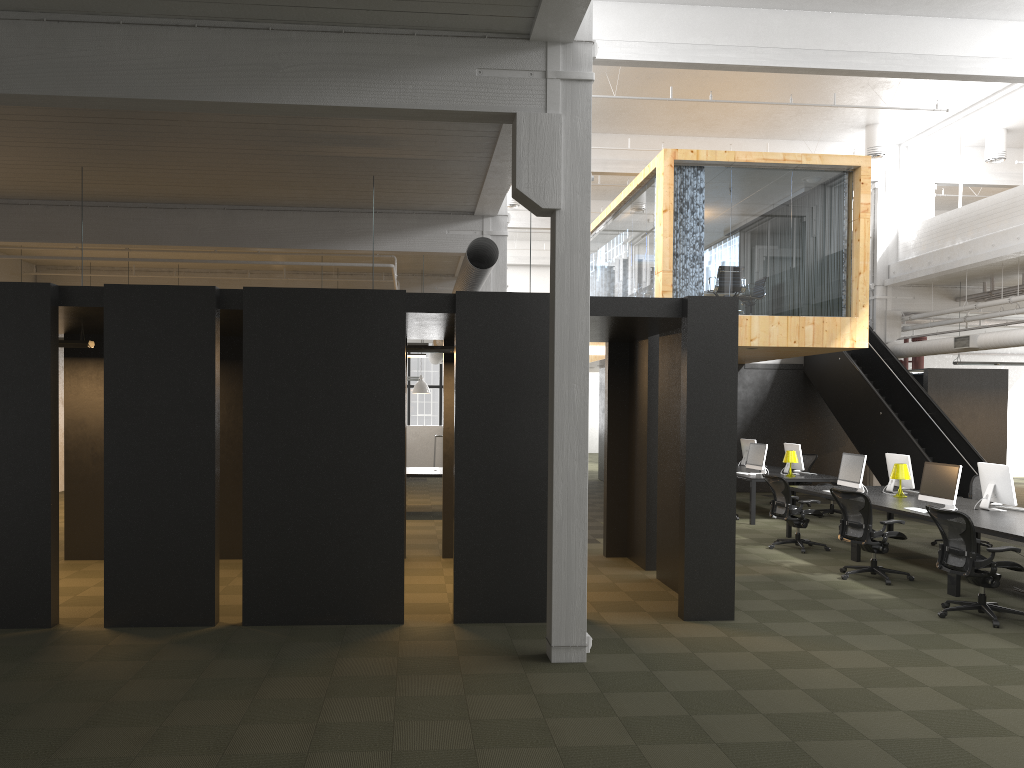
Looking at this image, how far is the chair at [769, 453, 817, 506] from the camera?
17.4m

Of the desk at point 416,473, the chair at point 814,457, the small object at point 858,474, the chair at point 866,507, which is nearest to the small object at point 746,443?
the chair at point 814,457

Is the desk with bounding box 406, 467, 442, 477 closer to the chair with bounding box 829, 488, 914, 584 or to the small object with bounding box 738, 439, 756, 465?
the small object with bounding box 738, 439, 756, 465

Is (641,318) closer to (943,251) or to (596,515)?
(596,515)

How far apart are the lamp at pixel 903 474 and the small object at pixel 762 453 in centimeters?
370cm

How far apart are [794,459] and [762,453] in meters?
0.6 m

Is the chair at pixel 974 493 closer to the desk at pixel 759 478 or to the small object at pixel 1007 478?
the small object at pixel 1007 478

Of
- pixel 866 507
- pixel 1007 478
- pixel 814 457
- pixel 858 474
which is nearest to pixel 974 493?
pixel 858 474

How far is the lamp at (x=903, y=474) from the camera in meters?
11.4 m

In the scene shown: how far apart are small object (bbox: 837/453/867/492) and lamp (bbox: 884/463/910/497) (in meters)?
0.44
